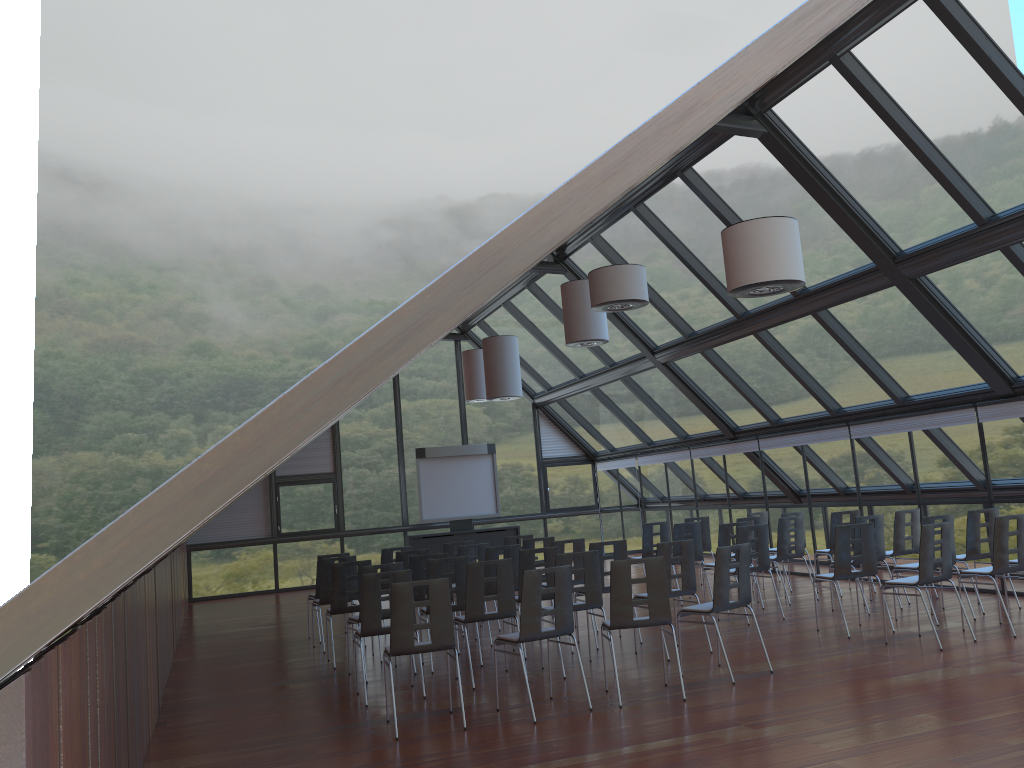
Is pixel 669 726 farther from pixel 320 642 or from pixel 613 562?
pixel 320 642

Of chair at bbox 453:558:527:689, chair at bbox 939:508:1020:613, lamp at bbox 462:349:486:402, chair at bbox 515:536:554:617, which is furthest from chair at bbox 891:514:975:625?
lamp at bbox 462:349:486:402

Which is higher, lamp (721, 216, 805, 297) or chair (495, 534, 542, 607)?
lamp (721, 216, 805, 297)

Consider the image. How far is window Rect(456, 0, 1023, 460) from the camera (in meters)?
8.91

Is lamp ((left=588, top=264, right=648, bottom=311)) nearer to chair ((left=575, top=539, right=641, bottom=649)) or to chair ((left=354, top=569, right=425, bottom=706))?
chair ((left=575, top=539, right=641, bottom=649))

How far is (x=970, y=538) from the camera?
10.5 meters

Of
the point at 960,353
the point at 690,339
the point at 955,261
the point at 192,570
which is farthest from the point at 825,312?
the point at 192,570

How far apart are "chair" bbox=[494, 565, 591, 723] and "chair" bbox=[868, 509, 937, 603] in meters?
6.2

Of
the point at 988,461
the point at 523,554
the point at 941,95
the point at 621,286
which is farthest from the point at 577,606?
the point at 988,461

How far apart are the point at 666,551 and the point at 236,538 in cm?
1398
